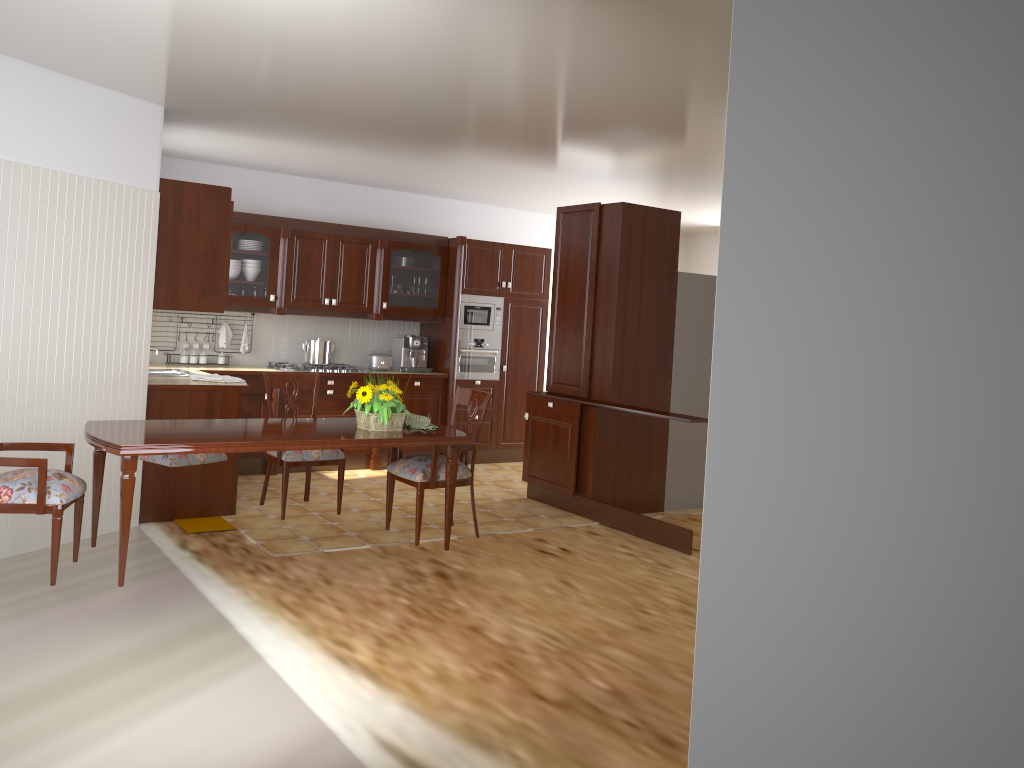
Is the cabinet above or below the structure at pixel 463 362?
above

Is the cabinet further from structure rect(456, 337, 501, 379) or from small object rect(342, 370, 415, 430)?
small object rect(342, 370, 415, 430)

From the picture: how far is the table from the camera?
3.45m

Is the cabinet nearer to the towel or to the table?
the towel

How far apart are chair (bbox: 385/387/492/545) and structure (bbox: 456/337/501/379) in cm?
309

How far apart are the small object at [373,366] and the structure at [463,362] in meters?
0.6

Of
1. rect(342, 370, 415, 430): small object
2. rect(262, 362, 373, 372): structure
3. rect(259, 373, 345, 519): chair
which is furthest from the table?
rect(262, 362, 373, 372): structure

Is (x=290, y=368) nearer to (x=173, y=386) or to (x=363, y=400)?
(x=173, y=386)

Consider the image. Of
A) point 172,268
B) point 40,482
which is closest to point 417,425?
point 40,482

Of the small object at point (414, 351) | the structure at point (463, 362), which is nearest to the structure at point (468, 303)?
the structure at point (463, 362)
